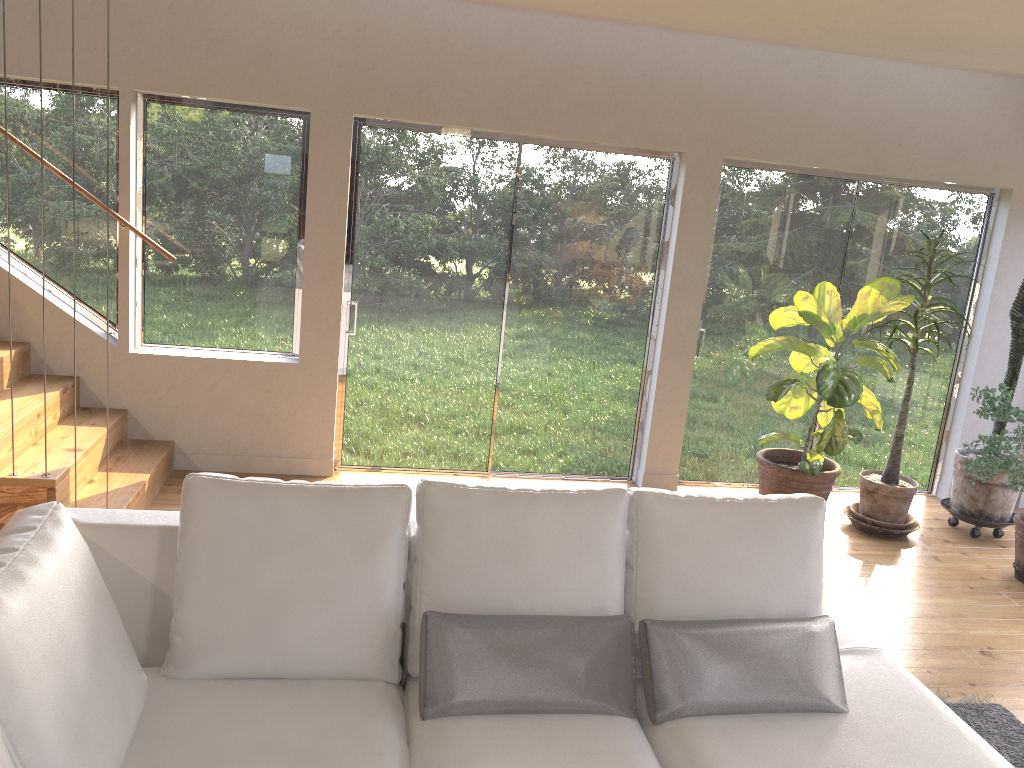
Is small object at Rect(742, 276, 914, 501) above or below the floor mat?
above

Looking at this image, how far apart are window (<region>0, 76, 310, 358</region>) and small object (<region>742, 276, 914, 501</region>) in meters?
2.7

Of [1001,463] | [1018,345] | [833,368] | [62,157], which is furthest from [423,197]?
[1018,345]

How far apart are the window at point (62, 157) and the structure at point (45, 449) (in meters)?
0.15

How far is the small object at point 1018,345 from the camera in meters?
5.3 m

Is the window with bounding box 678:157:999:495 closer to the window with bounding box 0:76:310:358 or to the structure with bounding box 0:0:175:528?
the window with bounding box 0:76:310:358

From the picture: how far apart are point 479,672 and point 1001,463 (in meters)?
3.46

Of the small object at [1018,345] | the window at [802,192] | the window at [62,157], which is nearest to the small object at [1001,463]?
the small object at [1018,345]

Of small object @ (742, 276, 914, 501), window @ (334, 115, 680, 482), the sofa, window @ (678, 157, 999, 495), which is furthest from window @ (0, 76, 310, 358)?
the sofa

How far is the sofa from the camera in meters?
1.9
